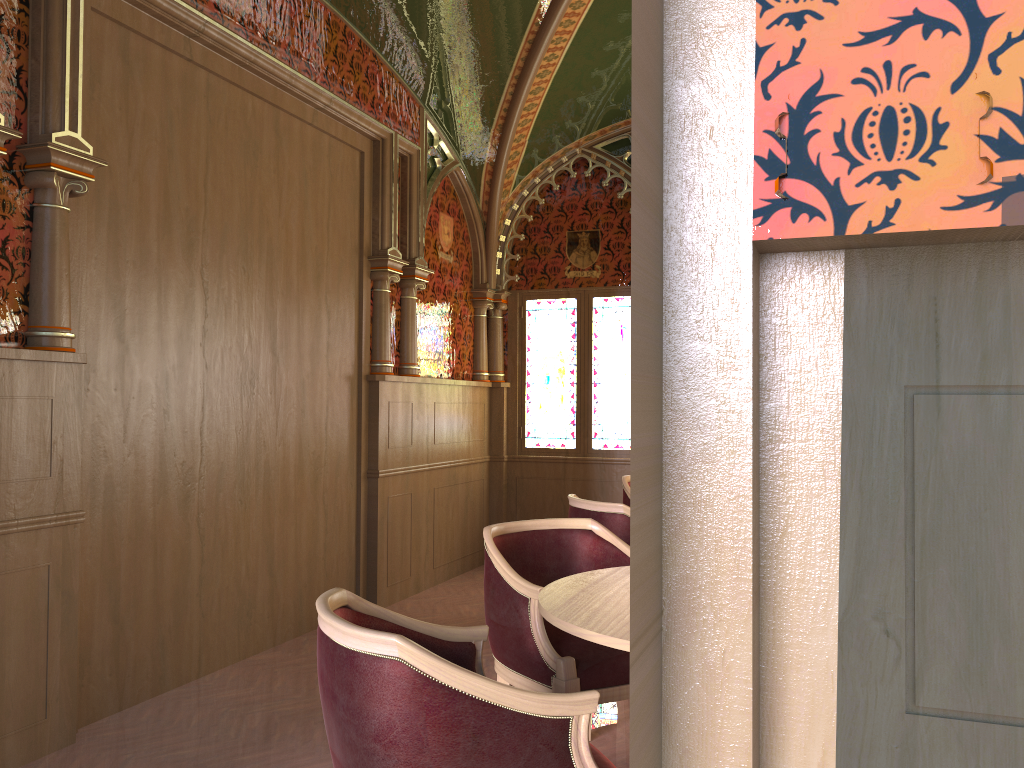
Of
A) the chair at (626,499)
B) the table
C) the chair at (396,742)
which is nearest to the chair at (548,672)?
the table

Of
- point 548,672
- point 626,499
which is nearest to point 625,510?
point 548,672

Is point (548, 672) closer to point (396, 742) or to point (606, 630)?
point (606, 630)

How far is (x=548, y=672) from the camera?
2.82m

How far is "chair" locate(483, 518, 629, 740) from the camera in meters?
2.8

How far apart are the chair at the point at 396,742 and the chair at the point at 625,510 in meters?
1.8

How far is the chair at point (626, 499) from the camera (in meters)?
5.54

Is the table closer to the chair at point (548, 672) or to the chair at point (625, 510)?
the chair at point (548, 672)

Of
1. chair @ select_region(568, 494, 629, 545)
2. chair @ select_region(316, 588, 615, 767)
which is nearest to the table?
chair @ select_region(316, 588, 615, 767)

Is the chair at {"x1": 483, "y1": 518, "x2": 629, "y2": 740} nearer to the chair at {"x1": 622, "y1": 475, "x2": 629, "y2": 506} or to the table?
the table
